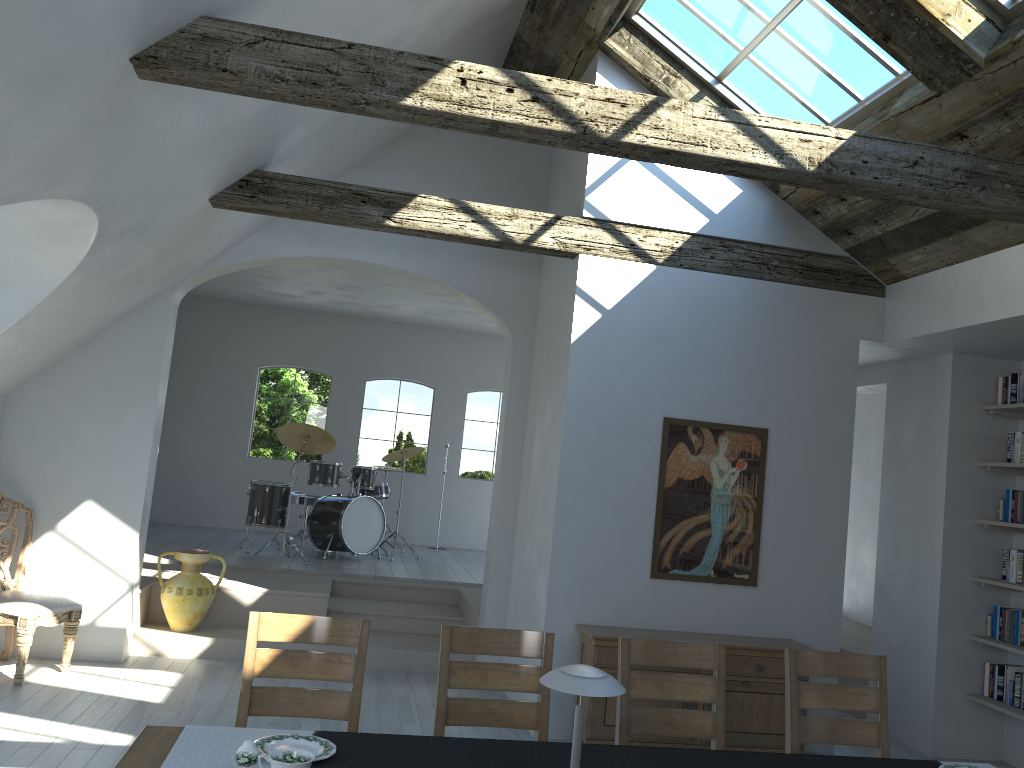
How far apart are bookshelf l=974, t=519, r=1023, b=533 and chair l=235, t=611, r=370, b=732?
4.48m

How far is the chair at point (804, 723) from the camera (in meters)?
3.74

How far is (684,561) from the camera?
5.8m

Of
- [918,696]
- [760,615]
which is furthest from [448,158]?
[918,696]

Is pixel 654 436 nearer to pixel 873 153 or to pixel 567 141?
pixel 873 153

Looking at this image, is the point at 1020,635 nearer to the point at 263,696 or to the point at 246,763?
the point at 263,696

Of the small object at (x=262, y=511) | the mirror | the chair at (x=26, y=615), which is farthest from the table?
the small object at (x=262, y=511)

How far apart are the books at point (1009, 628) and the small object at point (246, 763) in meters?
5.3 m

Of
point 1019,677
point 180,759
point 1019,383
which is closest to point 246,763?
point 180,759

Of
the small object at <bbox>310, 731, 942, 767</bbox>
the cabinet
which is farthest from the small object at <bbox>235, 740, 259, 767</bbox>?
the cabinet
